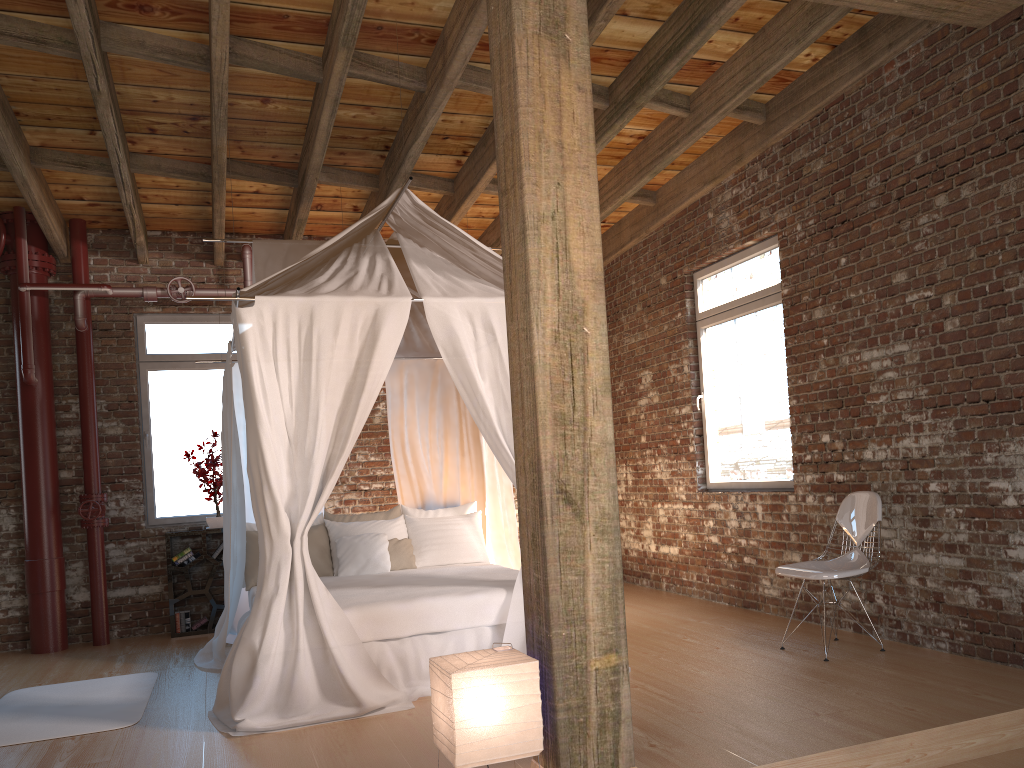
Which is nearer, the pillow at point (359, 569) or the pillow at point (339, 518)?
the pillow at point (359, 569)

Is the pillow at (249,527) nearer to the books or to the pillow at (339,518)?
the pillow at (339,518)

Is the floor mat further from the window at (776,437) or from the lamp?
the window at (776,437)

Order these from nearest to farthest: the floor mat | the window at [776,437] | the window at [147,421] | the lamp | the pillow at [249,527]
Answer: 1. the lamp
2. the floor mat
3. the window at [776,437]
4. the pillow at [249,527]
5. the window at [147,421]

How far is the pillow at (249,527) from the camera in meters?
6.4

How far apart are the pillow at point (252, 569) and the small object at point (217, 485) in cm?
119

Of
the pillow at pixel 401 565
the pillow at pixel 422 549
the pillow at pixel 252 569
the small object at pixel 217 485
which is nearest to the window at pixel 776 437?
the pillow at pixel 422 549

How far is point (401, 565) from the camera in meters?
6.3 m

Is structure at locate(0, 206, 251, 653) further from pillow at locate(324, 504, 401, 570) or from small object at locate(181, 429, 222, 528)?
pillow at locate(324, 504, 401, 570)

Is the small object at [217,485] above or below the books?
above
